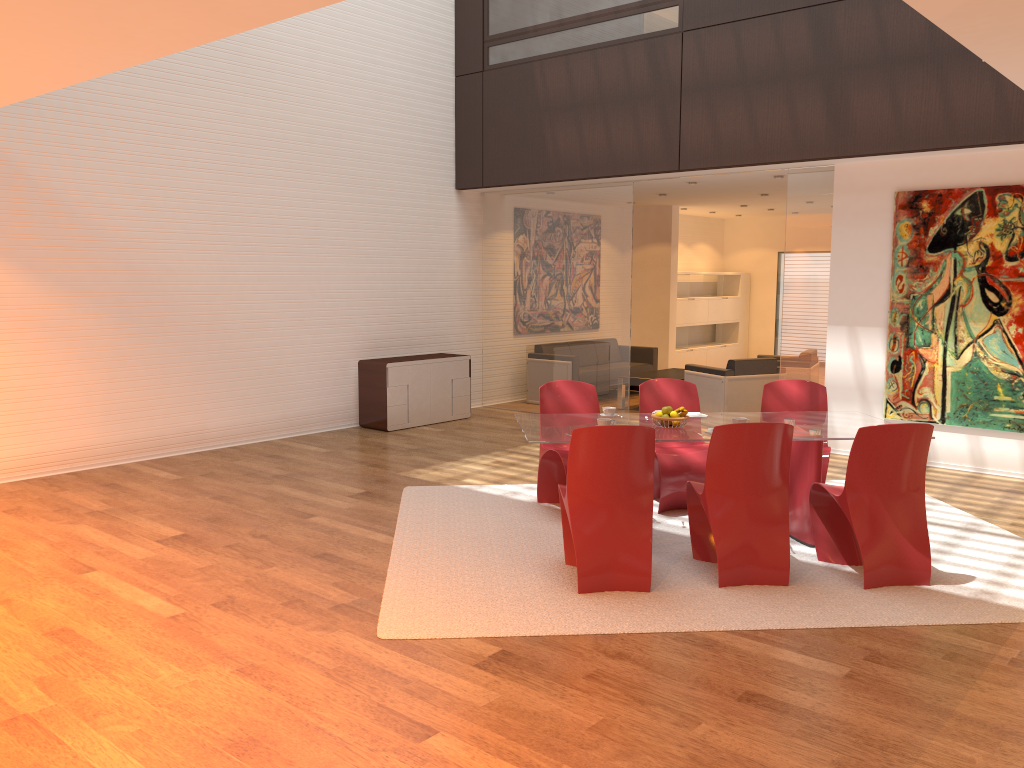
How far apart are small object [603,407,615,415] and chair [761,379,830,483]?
1.38m

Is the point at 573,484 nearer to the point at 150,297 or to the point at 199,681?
the point at 199,681

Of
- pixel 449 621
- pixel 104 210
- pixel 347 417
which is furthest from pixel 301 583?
pixel 347 417

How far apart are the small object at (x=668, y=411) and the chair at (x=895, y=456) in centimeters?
96cm

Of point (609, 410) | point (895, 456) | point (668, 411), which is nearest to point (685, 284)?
point (609, 410)

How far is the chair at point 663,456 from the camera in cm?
614

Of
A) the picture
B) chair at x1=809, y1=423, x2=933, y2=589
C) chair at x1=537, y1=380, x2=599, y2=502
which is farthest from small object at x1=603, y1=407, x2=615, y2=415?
the picture

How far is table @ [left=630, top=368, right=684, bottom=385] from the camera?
10.96m

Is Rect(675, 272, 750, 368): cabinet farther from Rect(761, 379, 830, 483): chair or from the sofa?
Rect(761, 379, 830, 483): chair

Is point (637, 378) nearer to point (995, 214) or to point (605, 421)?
point (995, 214)
